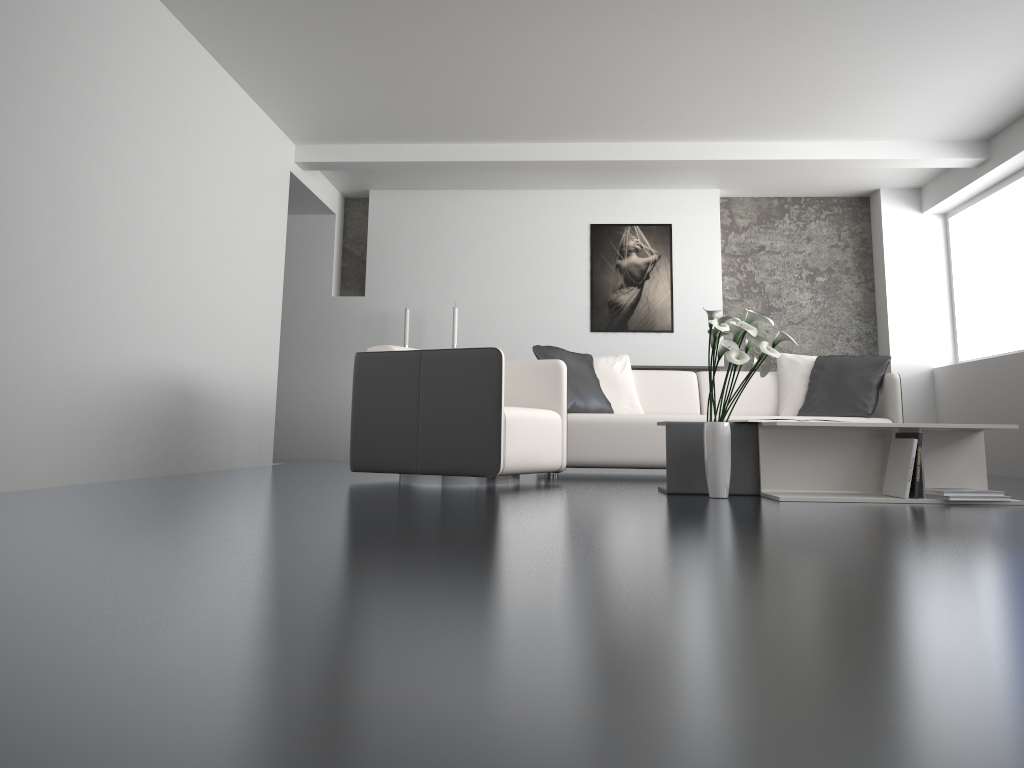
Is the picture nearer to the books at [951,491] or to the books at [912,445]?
the books at [912,445]

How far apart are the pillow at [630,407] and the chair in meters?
1.1

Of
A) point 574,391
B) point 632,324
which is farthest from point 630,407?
point 632,324

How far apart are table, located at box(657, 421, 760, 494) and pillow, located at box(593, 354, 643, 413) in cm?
194

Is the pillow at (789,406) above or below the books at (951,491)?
above

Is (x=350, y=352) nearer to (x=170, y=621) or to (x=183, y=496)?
(x=183, y=496)

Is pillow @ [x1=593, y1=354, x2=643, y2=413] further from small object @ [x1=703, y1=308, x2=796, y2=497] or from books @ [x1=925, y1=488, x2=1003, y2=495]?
books @ [x1=925, y1=488, x2=1003, y2=495]

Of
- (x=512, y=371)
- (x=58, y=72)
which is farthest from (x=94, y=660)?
(x=512, y=371)

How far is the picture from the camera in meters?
7.9

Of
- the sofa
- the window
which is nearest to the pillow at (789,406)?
the sofa
